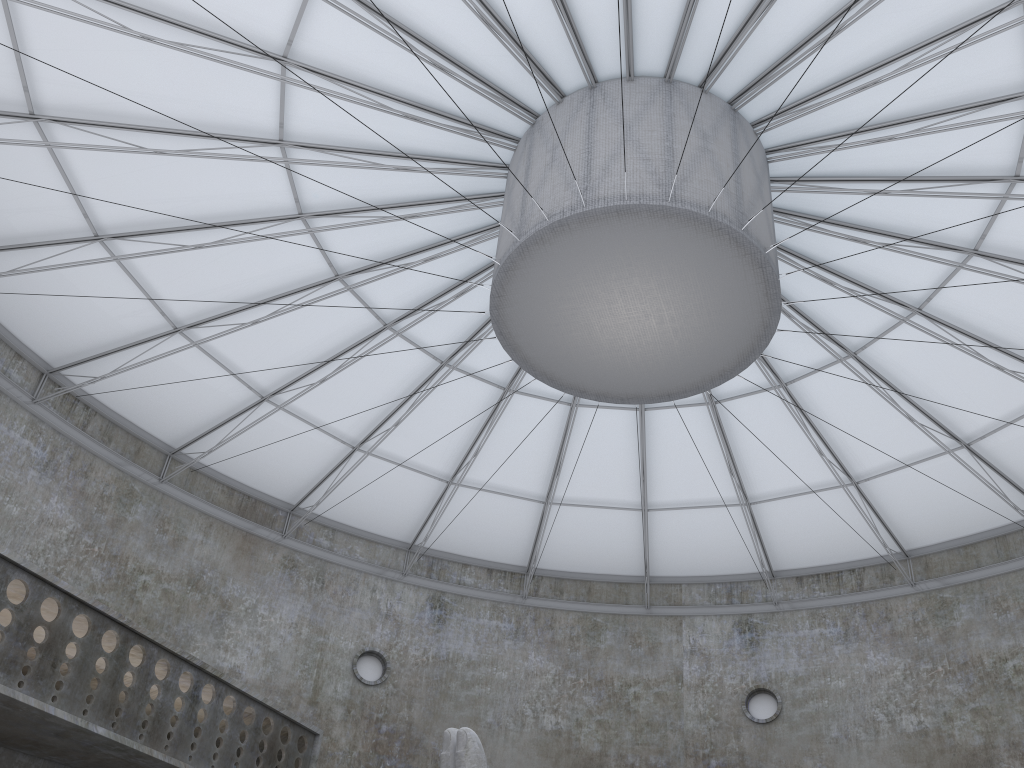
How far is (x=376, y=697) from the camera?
35.5 meters

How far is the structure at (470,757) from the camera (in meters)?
14.48

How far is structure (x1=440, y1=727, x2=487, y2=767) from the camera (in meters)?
14.48

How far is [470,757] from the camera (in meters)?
14.48
